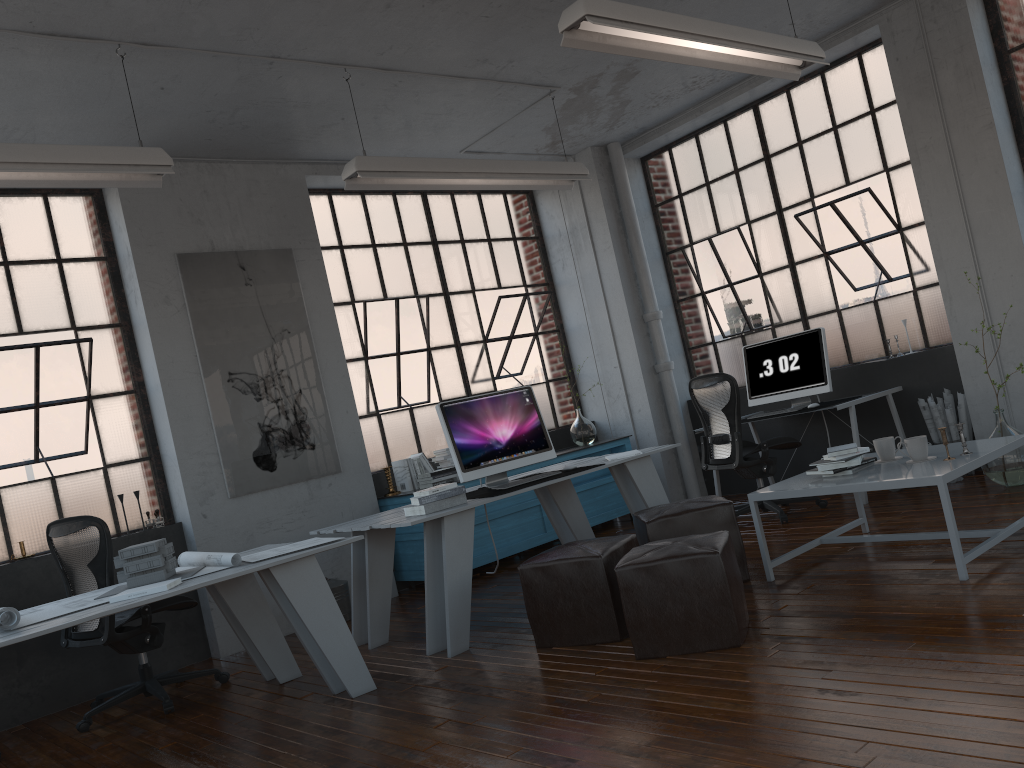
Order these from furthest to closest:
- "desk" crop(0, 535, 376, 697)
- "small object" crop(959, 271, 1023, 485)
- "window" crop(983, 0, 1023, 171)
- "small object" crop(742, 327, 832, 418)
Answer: "small object" crop(742, 327, 832, 418)
"window" crop(983, 0, 1023, 171)
"small object" crop(959, 271, 1023, 485)
"desk" crop(0, 535, 376, 697)

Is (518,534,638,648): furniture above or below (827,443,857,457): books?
below

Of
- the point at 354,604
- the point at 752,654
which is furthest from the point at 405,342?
the point at 752,654

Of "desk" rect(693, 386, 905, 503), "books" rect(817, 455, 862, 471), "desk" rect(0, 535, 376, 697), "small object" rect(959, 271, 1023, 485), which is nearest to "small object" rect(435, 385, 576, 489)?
"desk" rect(0, 535, 376, 697)

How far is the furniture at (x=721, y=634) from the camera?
3.4 meters

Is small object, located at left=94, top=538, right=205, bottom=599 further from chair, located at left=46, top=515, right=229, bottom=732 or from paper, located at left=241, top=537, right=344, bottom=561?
chair, located at left=46, top=515, right=229, bottom=732

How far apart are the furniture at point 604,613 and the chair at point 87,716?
1.90m

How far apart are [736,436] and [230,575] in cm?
358

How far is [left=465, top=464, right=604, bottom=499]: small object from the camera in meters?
4.8

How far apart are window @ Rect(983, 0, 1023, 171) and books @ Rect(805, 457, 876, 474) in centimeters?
294cm
